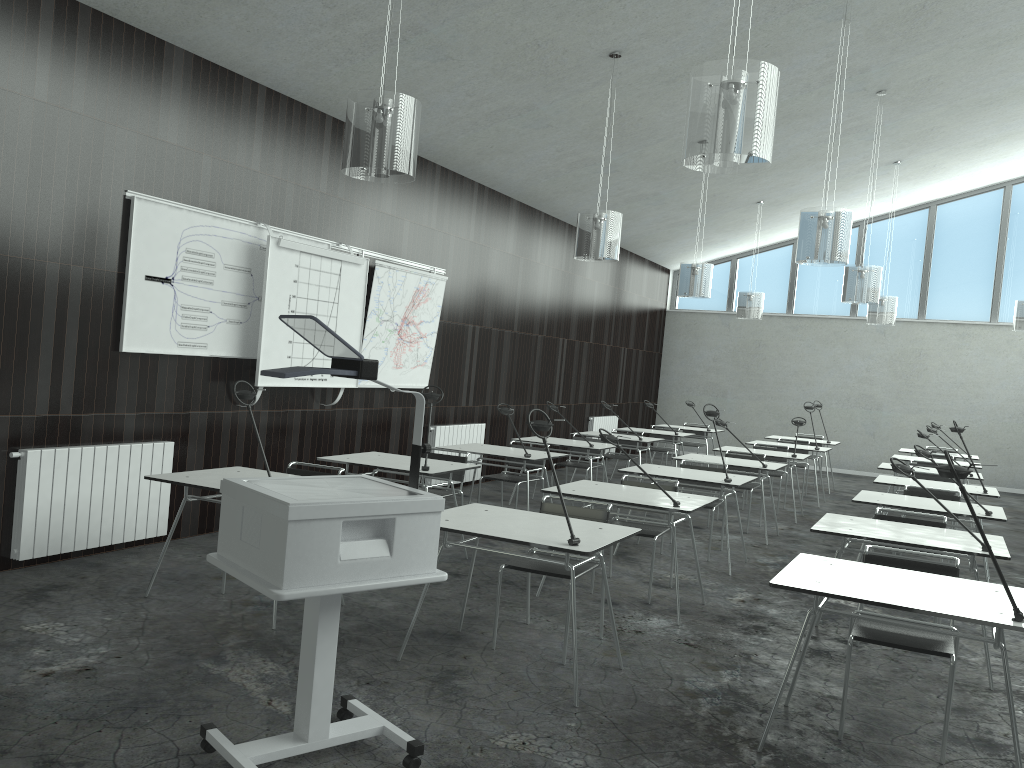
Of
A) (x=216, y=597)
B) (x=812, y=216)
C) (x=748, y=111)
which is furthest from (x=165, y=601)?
(x=812, y=216)

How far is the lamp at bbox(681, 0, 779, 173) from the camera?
3.4m

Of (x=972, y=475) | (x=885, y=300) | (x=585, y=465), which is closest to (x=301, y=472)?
(x=585, y=465)

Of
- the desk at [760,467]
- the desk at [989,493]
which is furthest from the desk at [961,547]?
the desk at [760,467]

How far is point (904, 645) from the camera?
3.4 meters

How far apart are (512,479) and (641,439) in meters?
2.5 m

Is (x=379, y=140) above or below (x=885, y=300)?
below

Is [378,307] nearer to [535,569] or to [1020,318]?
[535,569]

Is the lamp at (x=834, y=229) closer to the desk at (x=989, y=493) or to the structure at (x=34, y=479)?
the desk at (x=989, y=493)

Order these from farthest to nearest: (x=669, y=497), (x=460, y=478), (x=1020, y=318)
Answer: (x=1020, y=318)
(x=460, y=478)
(x=669, y=497)
